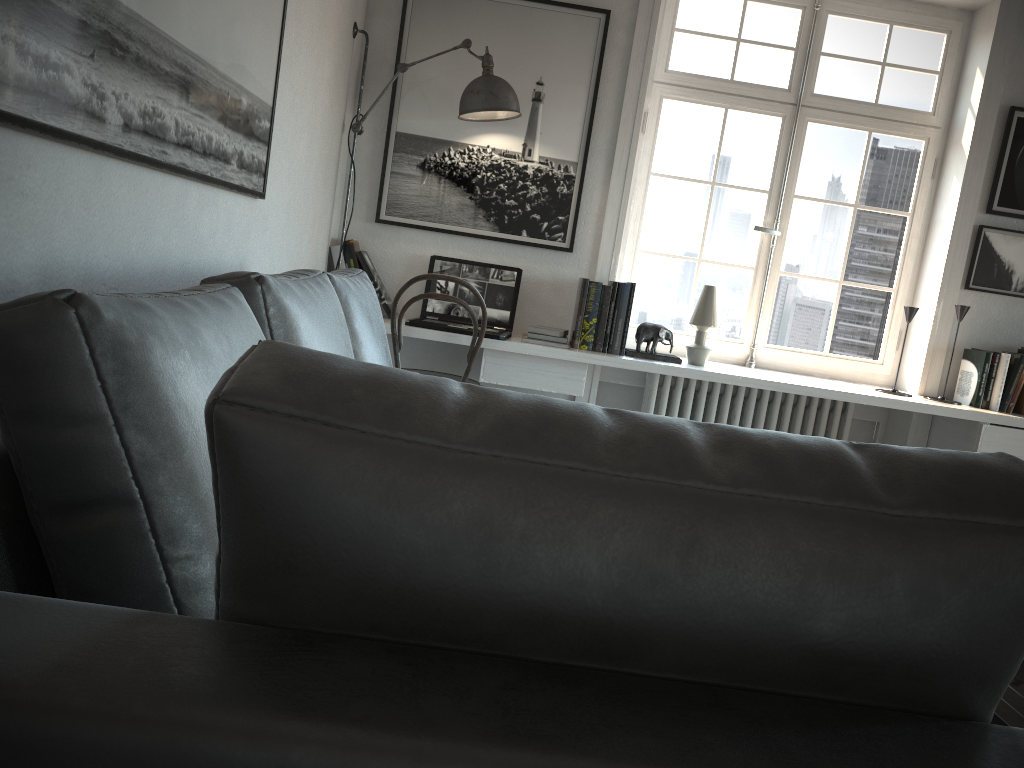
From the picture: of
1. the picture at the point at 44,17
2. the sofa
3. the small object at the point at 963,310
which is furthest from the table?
the small object at the point at 963,310

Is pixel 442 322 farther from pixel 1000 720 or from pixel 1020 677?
Result: pixel 1000 720

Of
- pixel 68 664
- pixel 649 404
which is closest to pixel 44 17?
pixel 68 664

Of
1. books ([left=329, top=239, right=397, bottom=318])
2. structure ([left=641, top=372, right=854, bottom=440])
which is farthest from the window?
books ([left=329, top=239, right=397, bottom=318])

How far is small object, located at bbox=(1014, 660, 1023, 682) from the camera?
1.8m

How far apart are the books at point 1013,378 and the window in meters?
0.3 m

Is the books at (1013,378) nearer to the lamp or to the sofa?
the lamp

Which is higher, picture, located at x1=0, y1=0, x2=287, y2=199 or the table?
picture, located at x1=0, y1=0, x2=287, y2=199

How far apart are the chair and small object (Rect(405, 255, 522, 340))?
0.09m

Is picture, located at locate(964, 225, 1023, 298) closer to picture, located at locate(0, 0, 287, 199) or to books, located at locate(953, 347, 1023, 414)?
books, located at locate(953, 347, 1023, 414)
